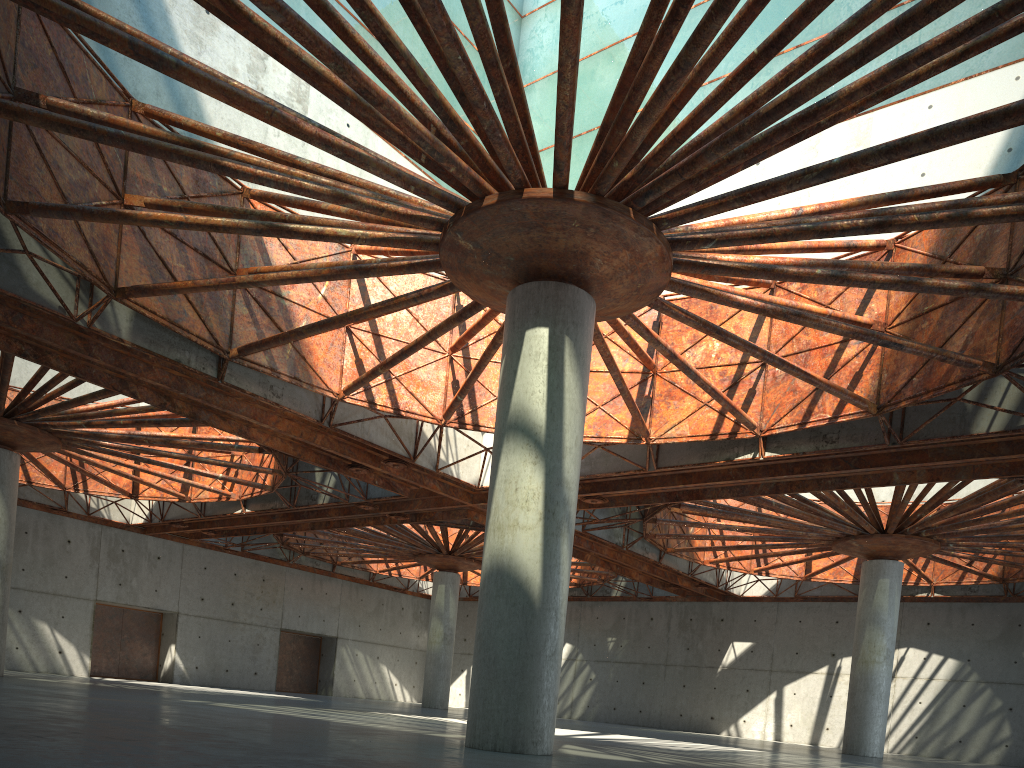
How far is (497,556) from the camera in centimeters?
1753cm
